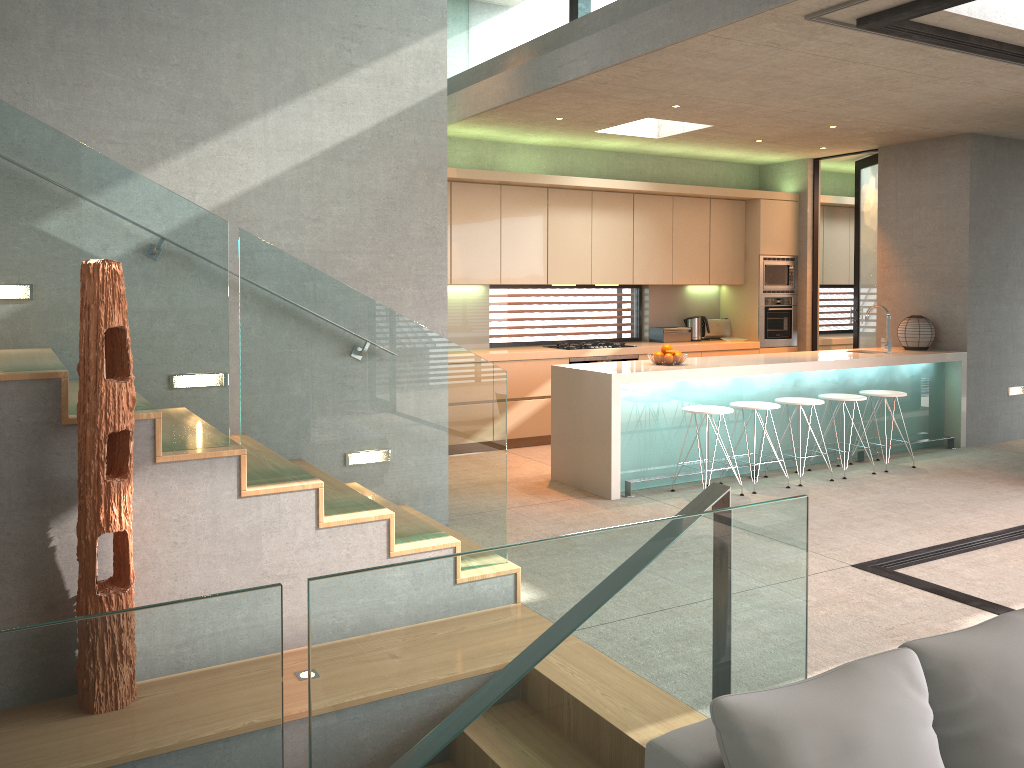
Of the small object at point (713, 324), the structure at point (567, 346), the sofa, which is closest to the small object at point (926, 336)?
the small object at point (713, 324)

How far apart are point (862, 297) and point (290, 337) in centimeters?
786cm

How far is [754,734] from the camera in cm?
139

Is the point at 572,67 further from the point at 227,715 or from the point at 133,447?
the point at 227,715

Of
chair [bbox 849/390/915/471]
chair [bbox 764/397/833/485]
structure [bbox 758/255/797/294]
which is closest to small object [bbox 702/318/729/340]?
structure [bbox 758/255/797/294]

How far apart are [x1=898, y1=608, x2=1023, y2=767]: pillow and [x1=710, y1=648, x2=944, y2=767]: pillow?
0.0m

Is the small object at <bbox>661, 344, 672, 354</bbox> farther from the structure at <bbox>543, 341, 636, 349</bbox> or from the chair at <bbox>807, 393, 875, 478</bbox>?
the structure at <bbox>543, 341, 636, 349</bbox>

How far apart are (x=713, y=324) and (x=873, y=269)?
1.78m

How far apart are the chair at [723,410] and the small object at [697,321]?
3.3 meters

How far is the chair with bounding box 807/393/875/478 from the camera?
7.20m
